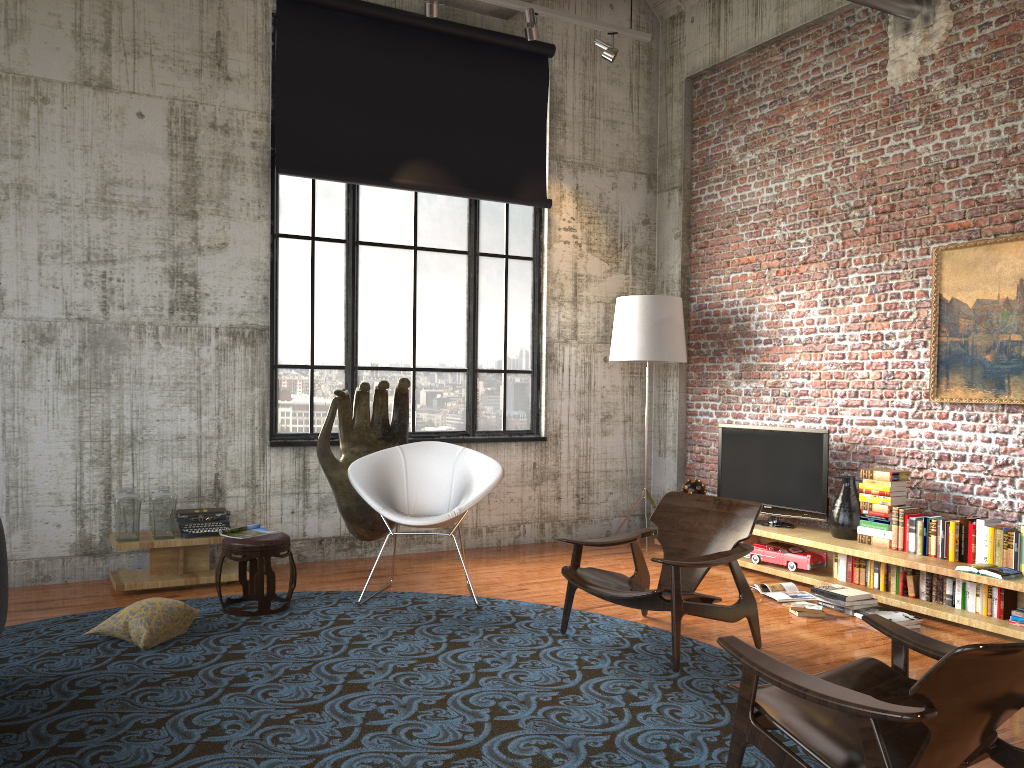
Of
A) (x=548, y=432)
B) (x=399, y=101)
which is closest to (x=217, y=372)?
(x=399, y=101)

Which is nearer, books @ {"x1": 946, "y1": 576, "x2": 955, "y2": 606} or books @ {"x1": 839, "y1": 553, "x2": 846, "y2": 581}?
books @ {"x1": 946, "y1": 576, "x2": 955, "y2": 606}

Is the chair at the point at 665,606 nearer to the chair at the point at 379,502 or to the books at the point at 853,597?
the chair at the point at 379,502

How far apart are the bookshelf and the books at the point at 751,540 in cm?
7

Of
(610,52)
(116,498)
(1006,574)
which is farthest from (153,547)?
(1006,574)

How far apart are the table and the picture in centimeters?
500cm

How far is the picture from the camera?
5.6 meters

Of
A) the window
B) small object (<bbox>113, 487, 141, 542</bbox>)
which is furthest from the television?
small object (<bbox>113, 487, 141, 542</bbox>)

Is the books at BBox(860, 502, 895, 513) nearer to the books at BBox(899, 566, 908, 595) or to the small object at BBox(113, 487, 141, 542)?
the books at BBox(899, 566, 908, 595)

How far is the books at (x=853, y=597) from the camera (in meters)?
5.63
